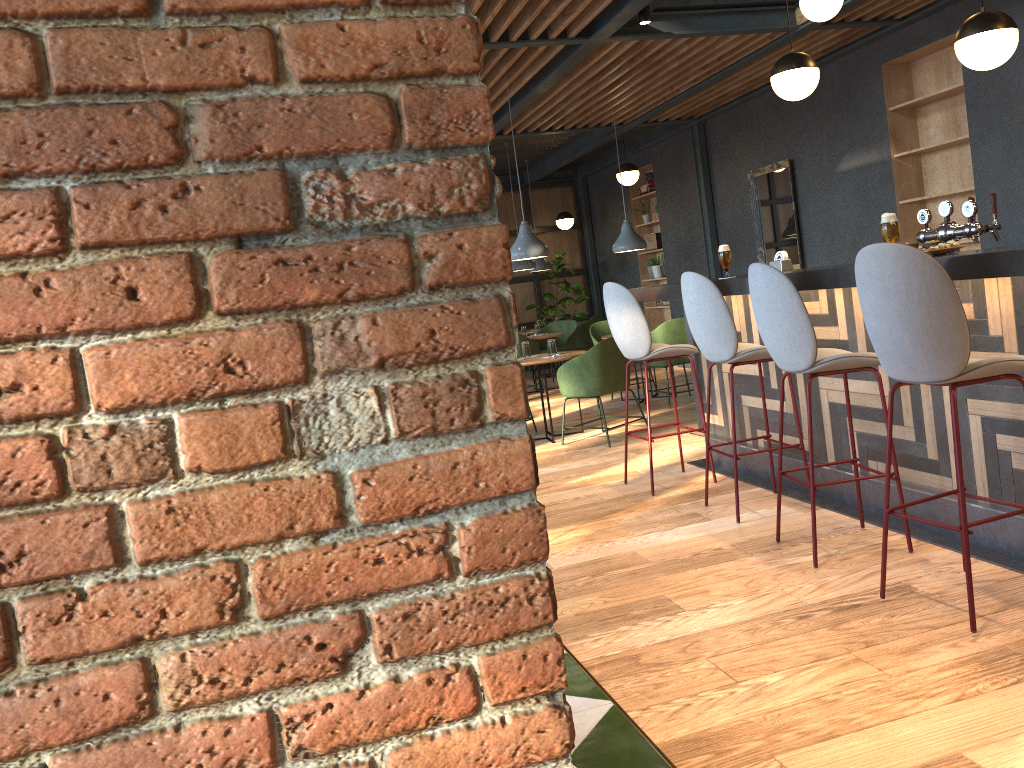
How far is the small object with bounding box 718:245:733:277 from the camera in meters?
4.7

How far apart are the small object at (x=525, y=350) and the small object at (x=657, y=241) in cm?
495

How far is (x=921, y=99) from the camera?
6.82m

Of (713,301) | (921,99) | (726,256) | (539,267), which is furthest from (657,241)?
(713,301)

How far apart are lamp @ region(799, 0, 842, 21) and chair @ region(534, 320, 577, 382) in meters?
6.0 m

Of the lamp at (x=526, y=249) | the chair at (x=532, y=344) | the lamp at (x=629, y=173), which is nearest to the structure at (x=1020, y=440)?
the lamp at (x=526, y=249)

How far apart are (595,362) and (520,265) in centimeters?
422cm

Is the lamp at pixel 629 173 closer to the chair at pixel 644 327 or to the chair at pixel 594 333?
the chair at pixel 594 333

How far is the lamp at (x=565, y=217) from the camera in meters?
13.0

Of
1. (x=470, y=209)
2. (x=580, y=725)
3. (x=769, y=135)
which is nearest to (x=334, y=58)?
(x=470, y=209)
